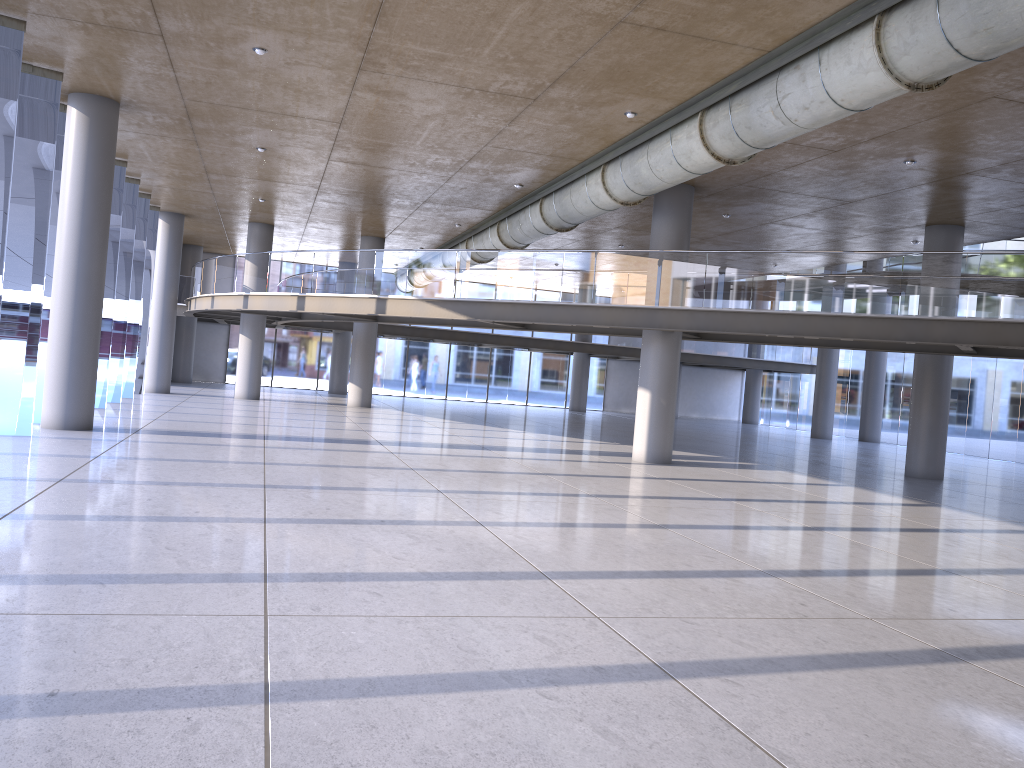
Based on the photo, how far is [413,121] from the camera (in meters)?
14.66

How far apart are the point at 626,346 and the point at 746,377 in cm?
896
